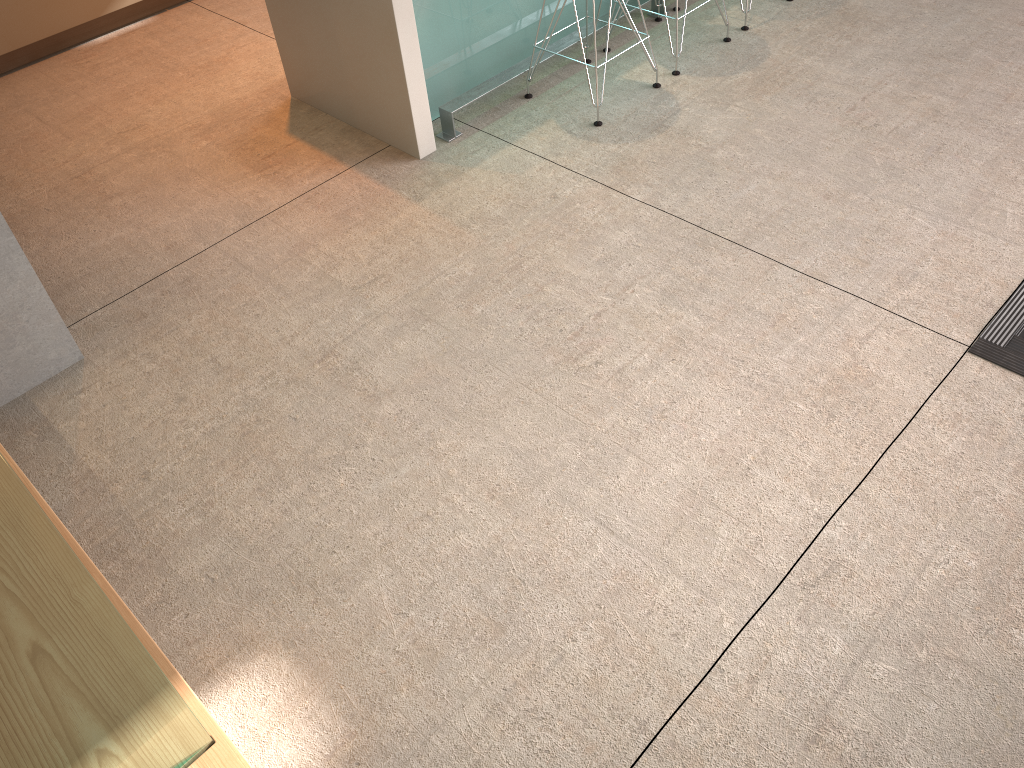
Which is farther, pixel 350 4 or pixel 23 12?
pixel 23 12

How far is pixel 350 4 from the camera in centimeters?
286cm

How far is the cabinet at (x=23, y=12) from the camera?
3.81m

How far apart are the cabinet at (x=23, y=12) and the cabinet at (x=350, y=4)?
1.3 meters

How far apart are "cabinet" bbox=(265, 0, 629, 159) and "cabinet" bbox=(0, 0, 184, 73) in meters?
1.3 m

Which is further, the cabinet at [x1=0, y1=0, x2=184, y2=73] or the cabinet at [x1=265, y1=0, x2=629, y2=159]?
the cabinet at [x1=0, y1=0, x2=184, y2=73]

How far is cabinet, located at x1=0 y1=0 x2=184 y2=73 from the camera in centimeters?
381cm

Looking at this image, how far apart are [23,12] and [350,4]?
1.9m

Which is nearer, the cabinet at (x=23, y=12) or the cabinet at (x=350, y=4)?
→ the cabinet at (x=350, y=4)
